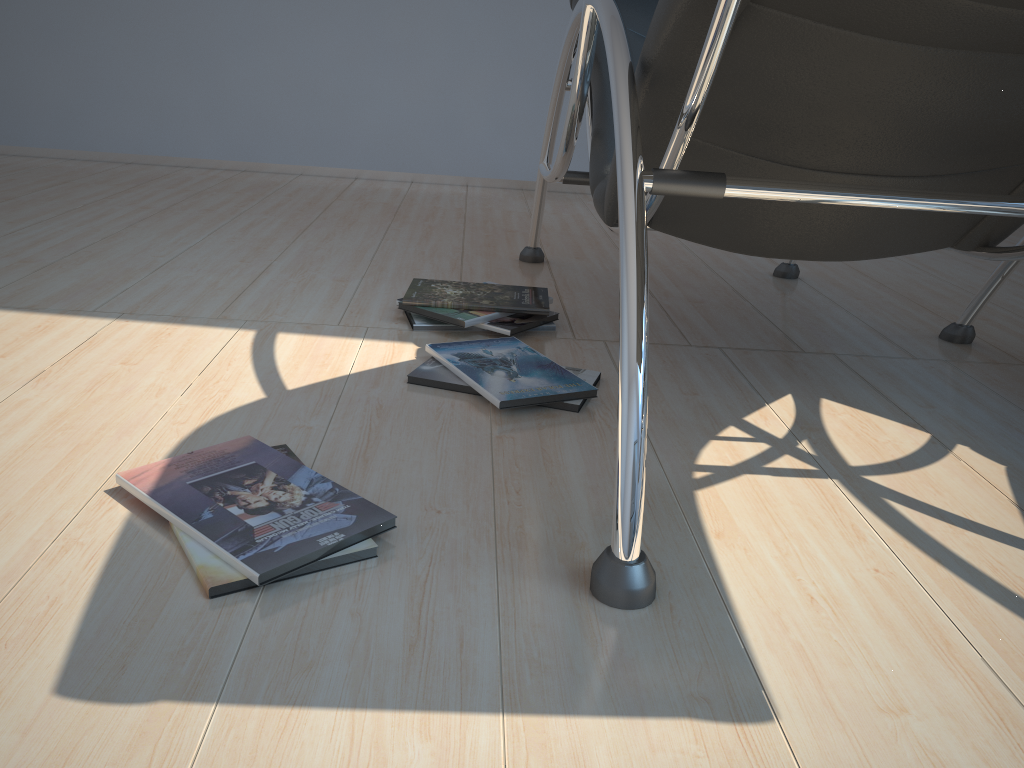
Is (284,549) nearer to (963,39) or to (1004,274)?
(963,39)

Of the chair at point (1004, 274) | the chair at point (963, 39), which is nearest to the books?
the chair at point (963, 39)

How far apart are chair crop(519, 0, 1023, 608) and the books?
0.2m

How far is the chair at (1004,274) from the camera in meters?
1.9

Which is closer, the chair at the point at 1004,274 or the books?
the books

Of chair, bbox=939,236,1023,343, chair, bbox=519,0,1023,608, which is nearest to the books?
chair, bbox=519,0,1023,608

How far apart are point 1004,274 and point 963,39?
1.11m

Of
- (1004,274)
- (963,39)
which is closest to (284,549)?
(963,39)

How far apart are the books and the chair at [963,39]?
0.2m

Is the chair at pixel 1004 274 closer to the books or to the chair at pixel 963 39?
the chair at pixel 963 39
